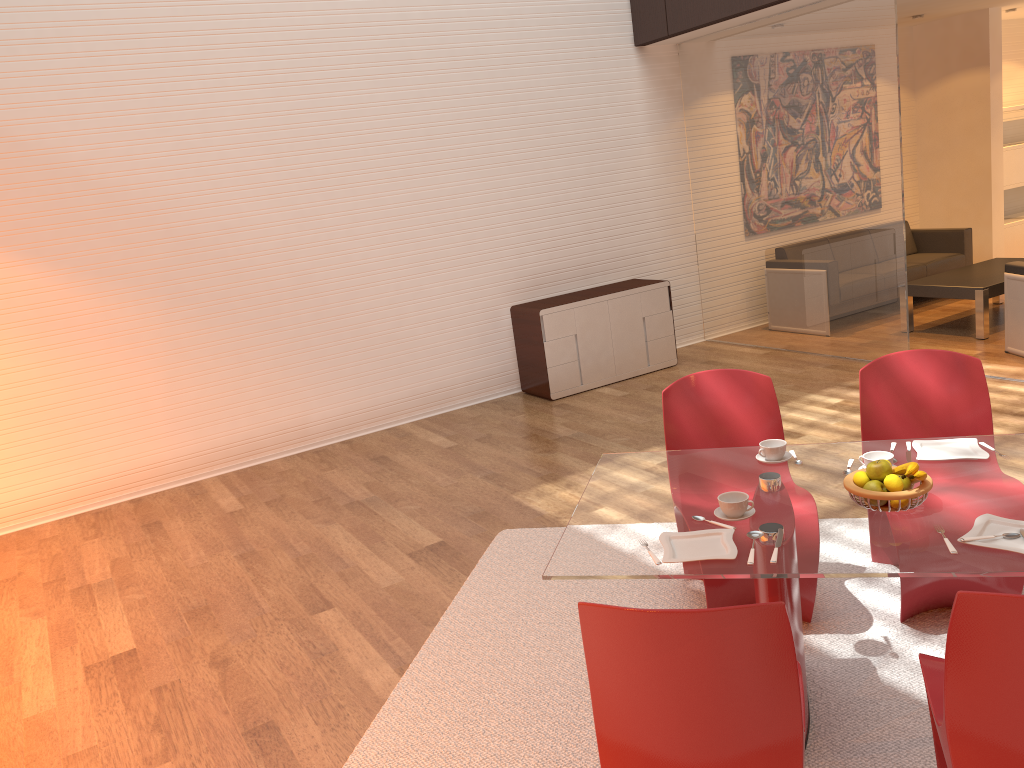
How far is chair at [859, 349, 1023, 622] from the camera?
3.2 meters

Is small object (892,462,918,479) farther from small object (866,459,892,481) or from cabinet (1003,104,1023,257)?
cabinet (1003,104,1023,257)

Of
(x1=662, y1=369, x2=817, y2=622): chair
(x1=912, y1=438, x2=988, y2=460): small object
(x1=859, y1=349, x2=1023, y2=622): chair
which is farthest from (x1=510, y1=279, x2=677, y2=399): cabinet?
(x1=912, y1=438, x2=988, y2=460): small object

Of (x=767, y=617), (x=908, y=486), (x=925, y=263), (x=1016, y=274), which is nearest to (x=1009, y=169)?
(x=925, y=263)

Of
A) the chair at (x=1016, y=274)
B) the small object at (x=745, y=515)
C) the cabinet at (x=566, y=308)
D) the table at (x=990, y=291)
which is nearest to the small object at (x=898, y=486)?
the small object at (x=745, y=515)

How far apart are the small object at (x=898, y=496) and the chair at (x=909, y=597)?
0.8m

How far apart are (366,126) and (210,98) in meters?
1.1 m

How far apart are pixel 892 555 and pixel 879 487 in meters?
0.3

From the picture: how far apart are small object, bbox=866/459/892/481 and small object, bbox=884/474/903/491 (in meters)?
0.03

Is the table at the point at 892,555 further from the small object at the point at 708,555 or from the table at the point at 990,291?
the table at the point at 990,291
